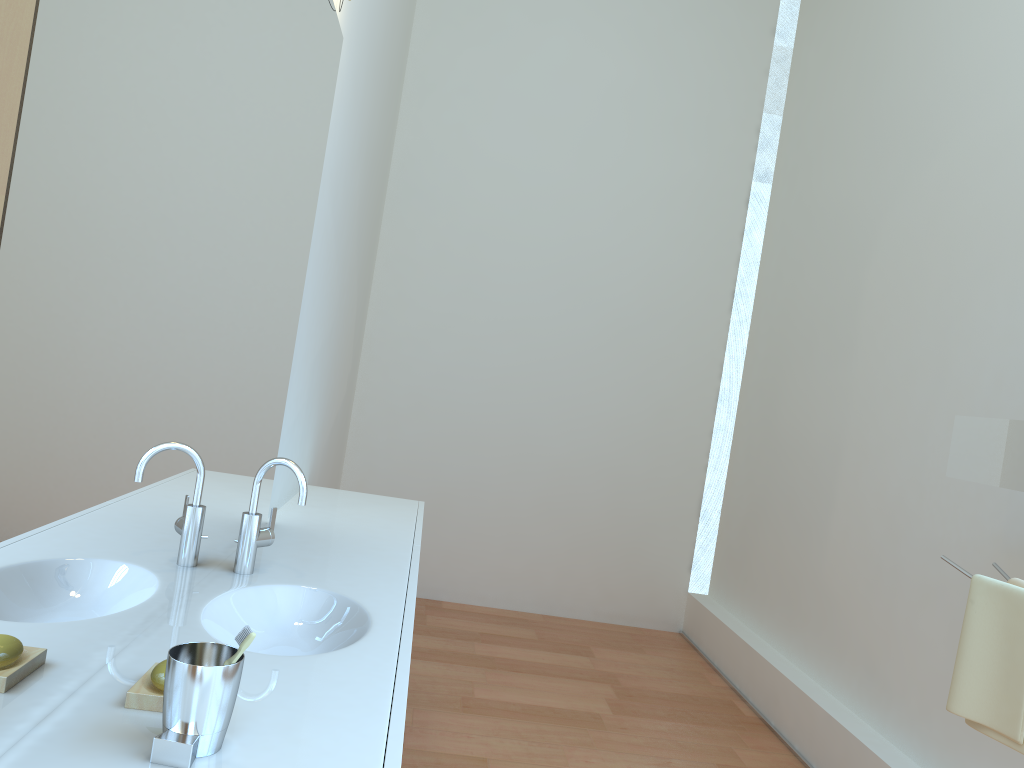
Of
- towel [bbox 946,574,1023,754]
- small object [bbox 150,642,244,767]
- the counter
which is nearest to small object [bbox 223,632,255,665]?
small object [bbox 150,642,244,767]

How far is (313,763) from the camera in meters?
1.1

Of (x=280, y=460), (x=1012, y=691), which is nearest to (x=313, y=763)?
(x=280, y=460)

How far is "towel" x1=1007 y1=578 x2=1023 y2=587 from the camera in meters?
2.1

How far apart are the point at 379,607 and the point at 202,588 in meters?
0.4

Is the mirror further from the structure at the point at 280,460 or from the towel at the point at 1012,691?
the structure at the point at 280,460

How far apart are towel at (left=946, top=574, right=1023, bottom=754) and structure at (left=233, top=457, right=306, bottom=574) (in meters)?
1.60

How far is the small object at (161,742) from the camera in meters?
1.0

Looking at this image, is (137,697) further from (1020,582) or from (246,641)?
(1020,582)

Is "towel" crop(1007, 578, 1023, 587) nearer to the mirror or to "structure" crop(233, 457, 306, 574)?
the mirror
